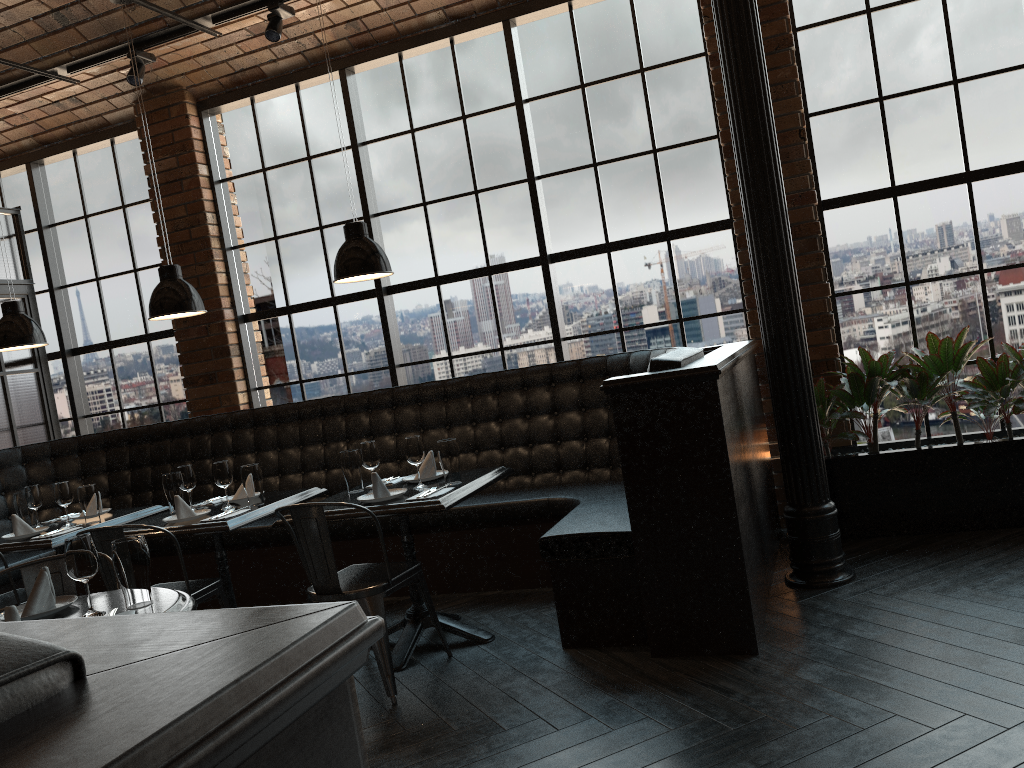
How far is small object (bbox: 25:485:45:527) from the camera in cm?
504

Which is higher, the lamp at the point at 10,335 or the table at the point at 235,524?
the lamp at the point at 10,335

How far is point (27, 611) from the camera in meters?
2.8

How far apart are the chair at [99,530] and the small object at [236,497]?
0.59m

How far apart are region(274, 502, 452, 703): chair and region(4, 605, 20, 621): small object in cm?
134

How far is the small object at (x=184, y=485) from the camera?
4.66m

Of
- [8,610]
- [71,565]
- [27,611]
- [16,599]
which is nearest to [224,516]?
[16,599]

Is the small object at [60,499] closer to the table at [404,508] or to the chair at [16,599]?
the chair at [16,599]

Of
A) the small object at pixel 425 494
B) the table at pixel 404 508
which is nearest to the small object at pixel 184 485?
the table at pixel 404 508

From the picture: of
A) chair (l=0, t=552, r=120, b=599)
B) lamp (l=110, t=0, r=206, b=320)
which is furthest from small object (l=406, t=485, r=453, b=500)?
lamp (l=110, t=0, r=206, b=320)
